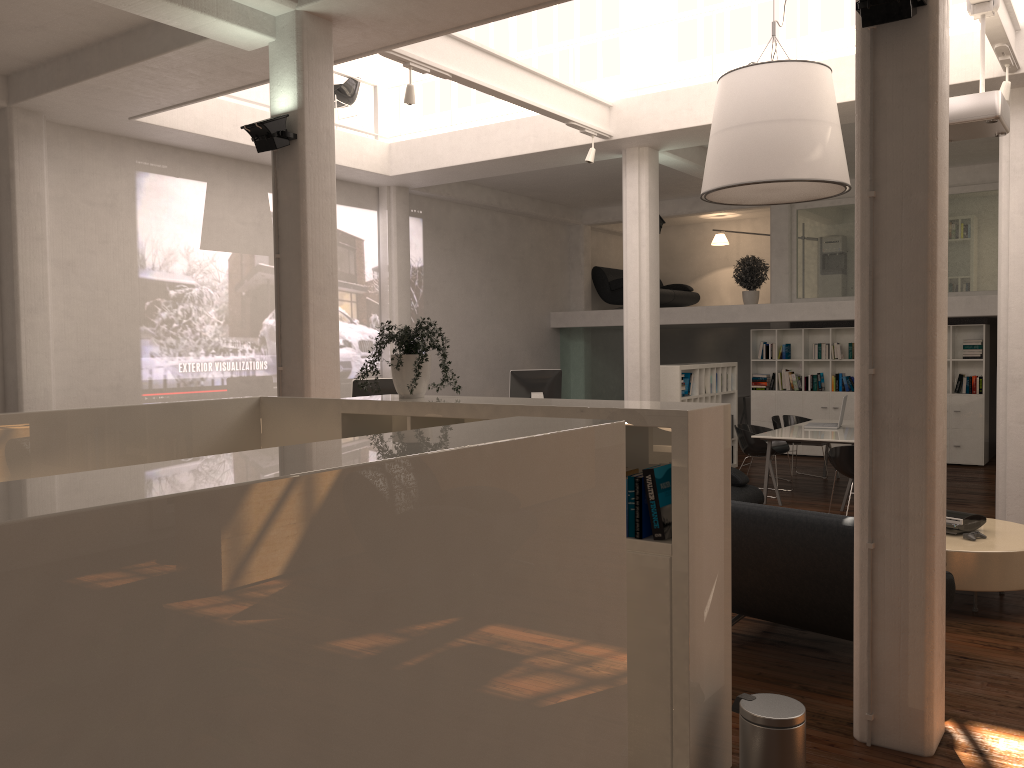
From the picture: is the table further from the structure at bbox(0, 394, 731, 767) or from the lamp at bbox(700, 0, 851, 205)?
the structure at bbox(0, 394, 731, 767)

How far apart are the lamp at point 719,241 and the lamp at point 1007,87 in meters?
12.6 m

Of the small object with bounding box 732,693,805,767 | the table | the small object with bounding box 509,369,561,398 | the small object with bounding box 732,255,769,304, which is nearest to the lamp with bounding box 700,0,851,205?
the table

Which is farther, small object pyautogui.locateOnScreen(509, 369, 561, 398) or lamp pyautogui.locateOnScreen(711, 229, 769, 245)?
lamp pyautogui.locateOnScreen(711, 229, 769, 245)

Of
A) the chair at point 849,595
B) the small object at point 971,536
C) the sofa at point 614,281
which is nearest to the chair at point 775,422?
the sofa at point 614,281

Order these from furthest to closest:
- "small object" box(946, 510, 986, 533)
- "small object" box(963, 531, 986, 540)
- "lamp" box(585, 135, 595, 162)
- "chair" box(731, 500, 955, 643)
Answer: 1. "lamp" box(585, 135, 595, 162)
2. "small object" box(946, 510, 986, 533)
3. "small object" box(963, 531, 986, 540)
4. "chair" box(731, 500, 955, 643)

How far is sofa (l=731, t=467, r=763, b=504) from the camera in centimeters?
979cm

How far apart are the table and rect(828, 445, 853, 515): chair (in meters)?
2.54

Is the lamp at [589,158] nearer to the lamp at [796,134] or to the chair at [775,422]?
the lamp at [796,134]

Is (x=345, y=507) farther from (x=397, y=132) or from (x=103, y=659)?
(x=397, y=132)
